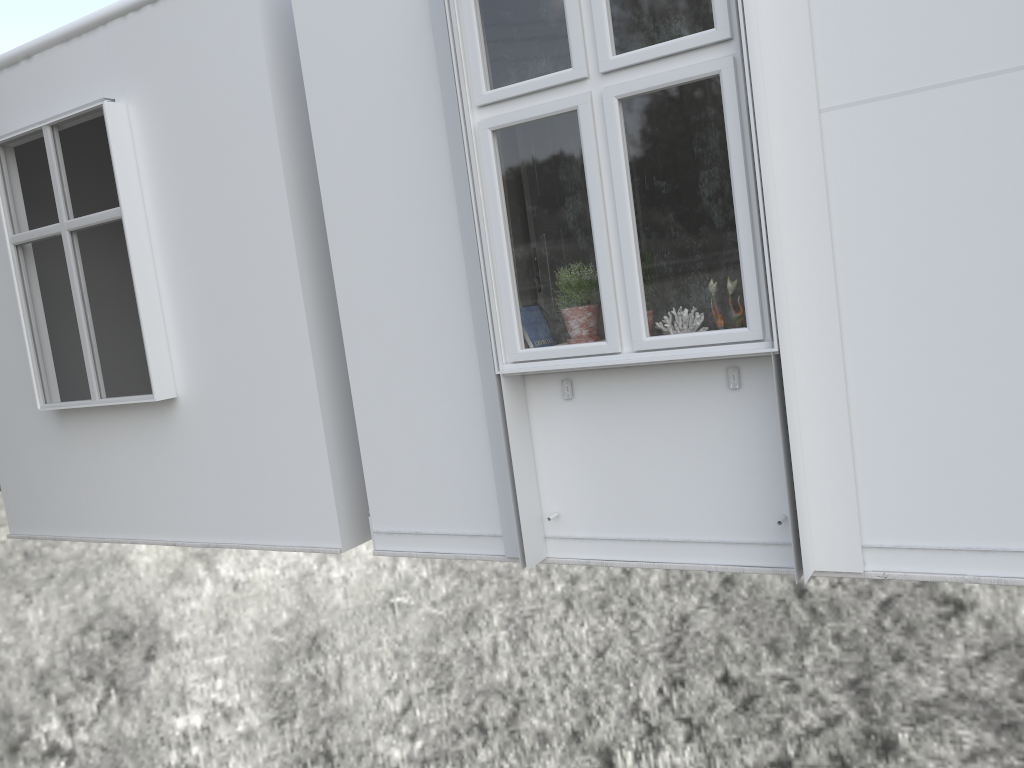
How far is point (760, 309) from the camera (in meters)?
2.94

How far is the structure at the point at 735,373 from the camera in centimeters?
314cm

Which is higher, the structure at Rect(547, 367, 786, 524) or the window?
the window

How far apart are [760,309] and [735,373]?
0.3 meters

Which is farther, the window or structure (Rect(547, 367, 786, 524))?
structure (Rect(547, 367, 786, 524))

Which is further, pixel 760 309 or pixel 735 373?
pixel 735 373

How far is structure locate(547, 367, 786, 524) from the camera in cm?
314

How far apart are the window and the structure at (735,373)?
0.19m

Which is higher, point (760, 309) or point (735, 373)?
point (760, 309)

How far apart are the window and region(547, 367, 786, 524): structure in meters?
0.2
